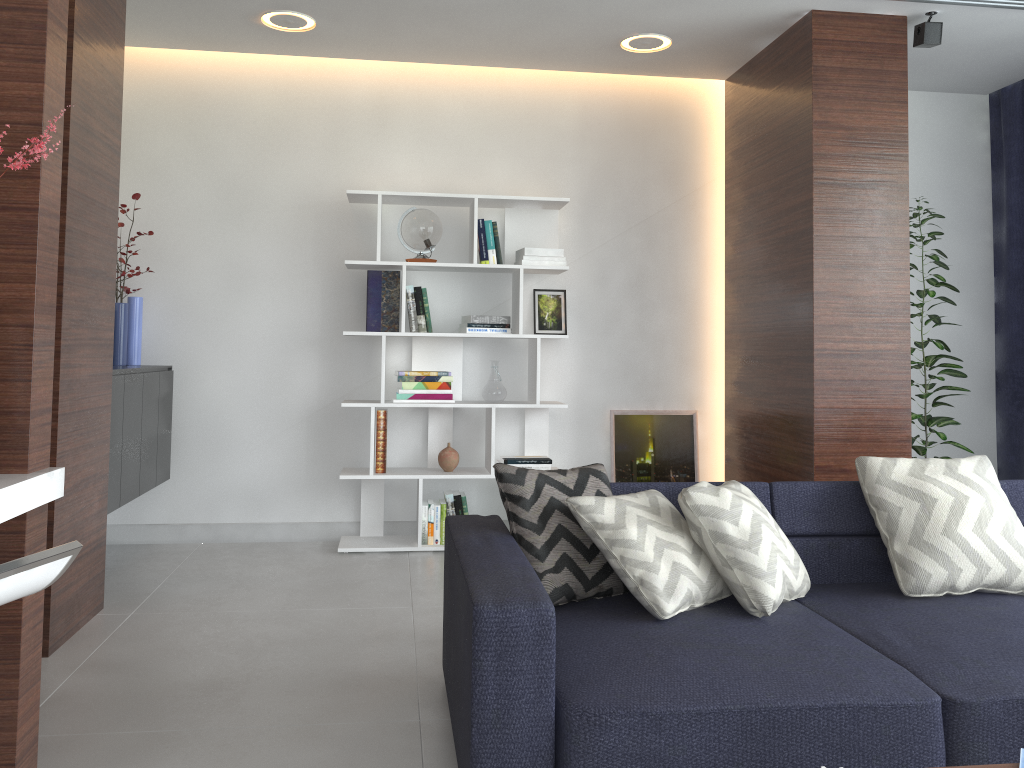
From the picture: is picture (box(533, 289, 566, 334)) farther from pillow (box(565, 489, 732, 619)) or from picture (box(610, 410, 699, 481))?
pillow (box(565, 489, 732, 619))

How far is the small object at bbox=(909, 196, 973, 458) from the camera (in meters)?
4.37

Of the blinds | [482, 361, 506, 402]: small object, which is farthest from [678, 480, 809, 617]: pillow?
the blinds

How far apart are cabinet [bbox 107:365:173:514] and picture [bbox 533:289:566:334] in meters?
1.9

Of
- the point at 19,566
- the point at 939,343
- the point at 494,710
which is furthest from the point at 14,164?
the point at 939,343

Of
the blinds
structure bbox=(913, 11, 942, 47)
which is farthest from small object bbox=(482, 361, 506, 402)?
the blinds

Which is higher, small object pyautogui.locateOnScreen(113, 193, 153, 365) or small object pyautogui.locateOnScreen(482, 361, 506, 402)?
small object pyautogui.locateOnScreen(113, 193, 153, 365)

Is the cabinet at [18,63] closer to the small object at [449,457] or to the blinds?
the small object at [449,457]

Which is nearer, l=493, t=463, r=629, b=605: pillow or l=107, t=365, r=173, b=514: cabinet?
l=493, t=463, r=629, b=605: pillow

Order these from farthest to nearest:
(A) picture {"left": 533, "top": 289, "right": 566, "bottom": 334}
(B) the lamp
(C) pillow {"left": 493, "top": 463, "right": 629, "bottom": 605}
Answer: (A) picture {"left": 533, "top": 289, "right": 566, "bottom": 334} < (B) the lamp < (C) pillow {"left": 493, "top": 463, "right": 629, "bottom": 605}
